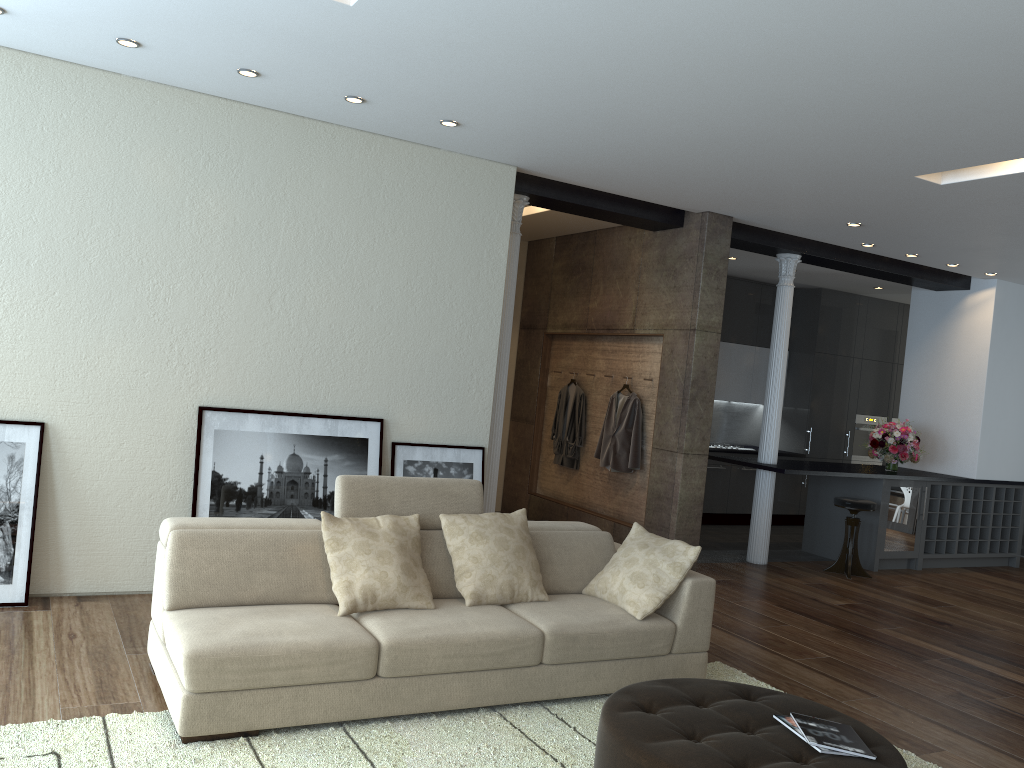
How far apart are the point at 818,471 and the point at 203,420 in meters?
5.3

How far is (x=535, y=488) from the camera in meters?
9.3 m

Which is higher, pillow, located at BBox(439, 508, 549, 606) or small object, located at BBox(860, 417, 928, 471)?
small object, located at BBox(860, 417, 928, 471)

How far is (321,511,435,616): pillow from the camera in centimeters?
396cm

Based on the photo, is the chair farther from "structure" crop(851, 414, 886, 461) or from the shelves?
"structure" crop(851, 414, 886, 461)

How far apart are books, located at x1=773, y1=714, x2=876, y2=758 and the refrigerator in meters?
5.9

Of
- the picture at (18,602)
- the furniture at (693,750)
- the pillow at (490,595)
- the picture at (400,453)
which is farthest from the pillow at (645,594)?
the picture at (18,602)

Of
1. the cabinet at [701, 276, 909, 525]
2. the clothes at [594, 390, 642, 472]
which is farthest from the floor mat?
the cabinet at [701, 276, 909, 525]

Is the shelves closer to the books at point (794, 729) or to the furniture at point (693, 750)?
Answer: the furniture at point (693, 750)

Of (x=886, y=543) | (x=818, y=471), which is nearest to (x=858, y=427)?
(x=886, y=543)
